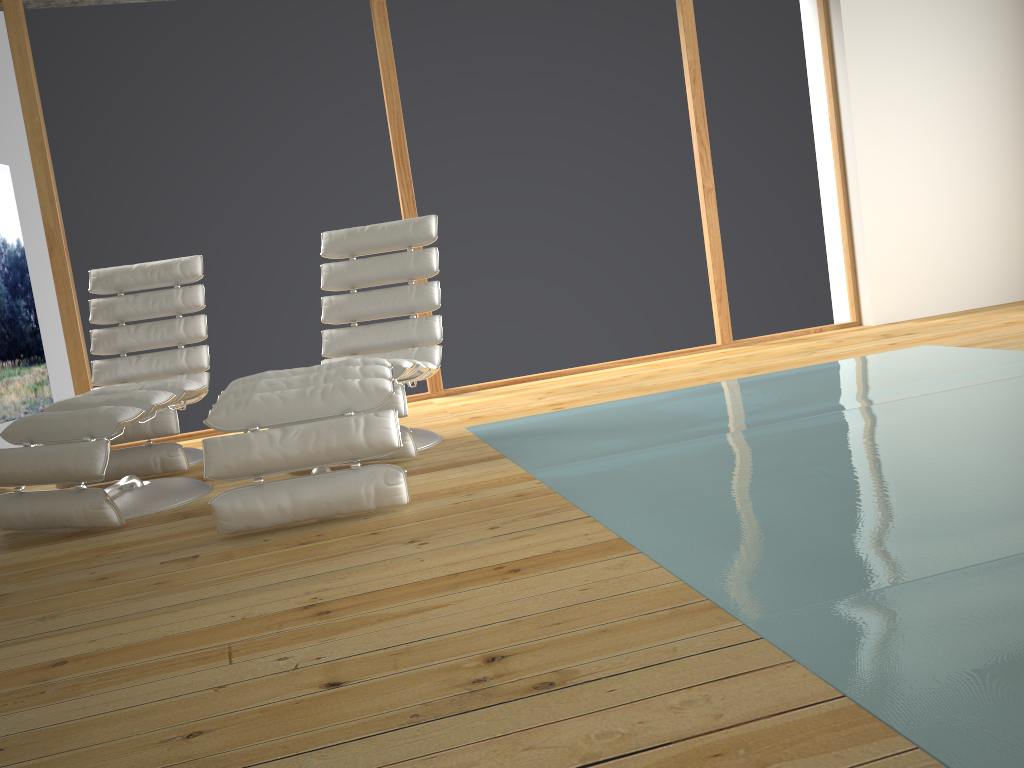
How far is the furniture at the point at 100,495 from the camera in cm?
287

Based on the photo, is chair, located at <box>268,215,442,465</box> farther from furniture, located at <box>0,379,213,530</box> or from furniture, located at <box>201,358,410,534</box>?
furniture, located at <box>0,379,213,530</box>

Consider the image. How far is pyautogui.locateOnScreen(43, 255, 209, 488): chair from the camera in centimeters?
375cm

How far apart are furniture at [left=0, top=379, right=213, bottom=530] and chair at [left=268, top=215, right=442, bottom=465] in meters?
0.7 m

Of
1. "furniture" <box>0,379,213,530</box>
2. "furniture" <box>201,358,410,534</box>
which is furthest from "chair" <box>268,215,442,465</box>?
"furniture" <box>0,379,213,530</box>

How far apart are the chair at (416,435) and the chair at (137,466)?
0.7m

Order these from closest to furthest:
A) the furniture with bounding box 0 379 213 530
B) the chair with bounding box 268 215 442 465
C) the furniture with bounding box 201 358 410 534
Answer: the furniture with bounding box 201 358 410 534, the furniture with bounding box 0 379 213 530, the chair with bounding box 268 215 442 465

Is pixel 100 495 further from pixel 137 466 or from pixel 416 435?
pixel 416 435

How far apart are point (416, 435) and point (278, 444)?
1.18m

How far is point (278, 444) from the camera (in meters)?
2.54
